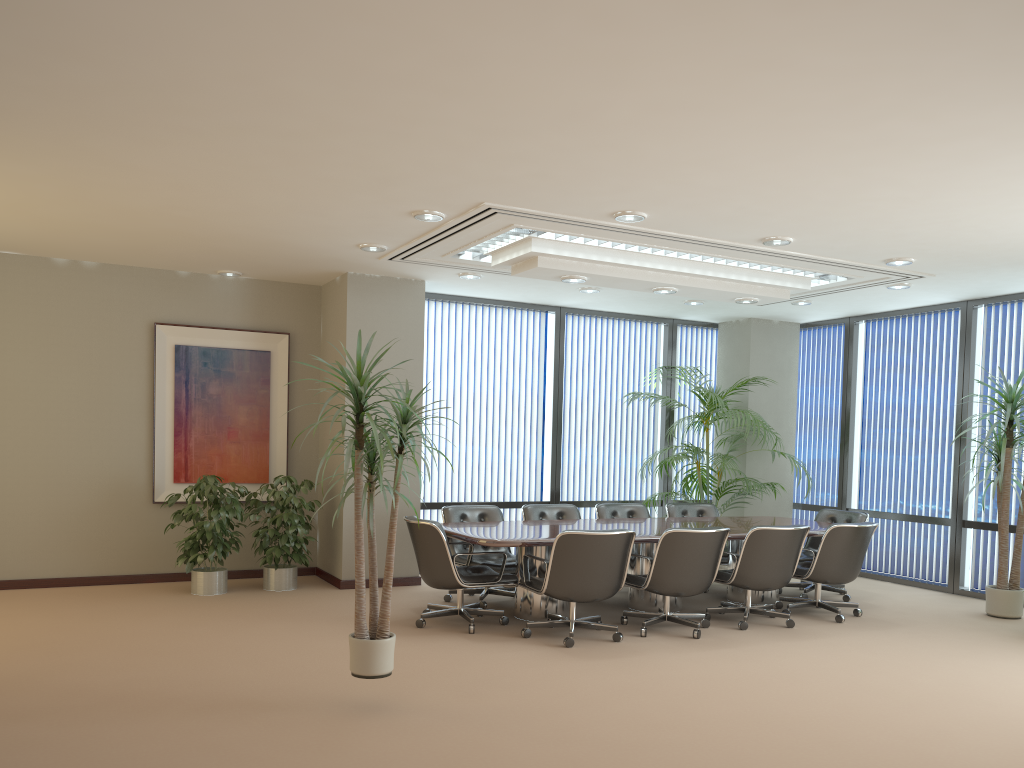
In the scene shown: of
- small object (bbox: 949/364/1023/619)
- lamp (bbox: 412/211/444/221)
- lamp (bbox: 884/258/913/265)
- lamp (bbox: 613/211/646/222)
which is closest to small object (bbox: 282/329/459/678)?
lamp (bbox: 412/211/444/221)

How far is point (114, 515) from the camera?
8.36m

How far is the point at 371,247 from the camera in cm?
732

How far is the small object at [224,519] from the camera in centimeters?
776cm

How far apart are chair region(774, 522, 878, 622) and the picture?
5.0m

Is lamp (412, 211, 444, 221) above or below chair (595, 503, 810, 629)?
above

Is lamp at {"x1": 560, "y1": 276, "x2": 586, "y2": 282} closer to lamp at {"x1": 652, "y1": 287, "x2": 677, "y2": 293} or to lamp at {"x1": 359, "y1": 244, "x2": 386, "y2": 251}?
lamp at {"x1": 652, "y1": 287, "x2": 677, "y2": 293}

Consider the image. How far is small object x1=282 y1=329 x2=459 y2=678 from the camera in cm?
457

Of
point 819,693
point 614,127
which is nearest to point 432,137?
point 614,127

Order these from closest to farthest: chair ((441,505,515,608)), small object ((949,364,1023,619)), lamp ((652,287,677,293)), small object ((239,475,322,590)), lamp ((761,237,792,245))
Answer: lamp ((761,237,792,245)), chair ((441,505,515,608)), small object ((949,364,1023,619)), lamp ((652,287,677,293)), small object ((239,475,322,590))
